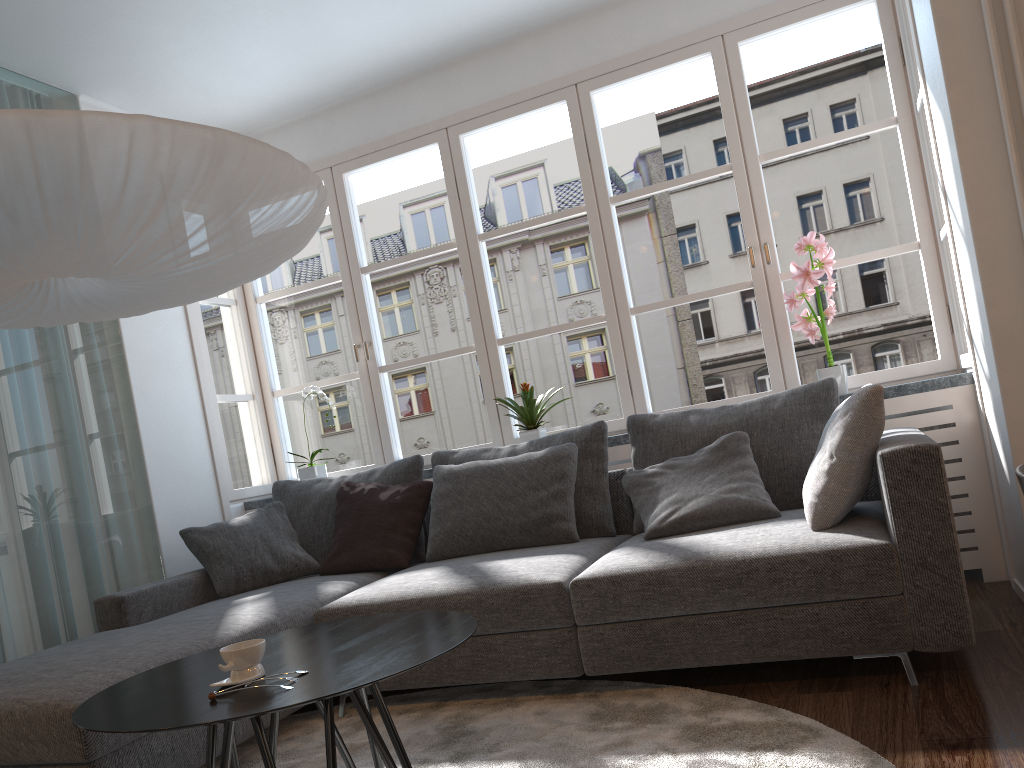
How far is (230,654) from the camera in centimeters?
173cm

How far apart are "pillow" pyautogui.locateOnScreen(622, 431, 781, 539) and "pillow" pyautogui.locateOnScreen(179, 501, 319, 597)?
1.42m

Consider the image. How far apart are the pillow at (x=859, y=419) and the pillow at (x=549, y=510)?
0.9m

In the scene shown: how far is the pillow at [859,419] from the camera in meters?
2.6

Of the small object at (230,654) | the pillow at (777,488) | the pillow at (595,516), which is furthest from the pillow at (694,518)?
the small object at (230,654)

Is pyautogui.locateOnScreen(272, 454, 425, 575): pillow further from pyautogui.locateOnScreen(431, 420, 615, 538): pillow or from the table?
the table

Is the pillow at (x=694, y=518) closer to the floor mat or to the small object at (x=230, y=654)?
the floor mat

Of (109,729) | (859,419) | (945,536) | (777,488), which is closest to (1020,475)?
(945,536)

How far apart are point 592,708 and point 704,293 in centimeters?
210cm

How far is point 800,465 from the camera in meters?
3.2
